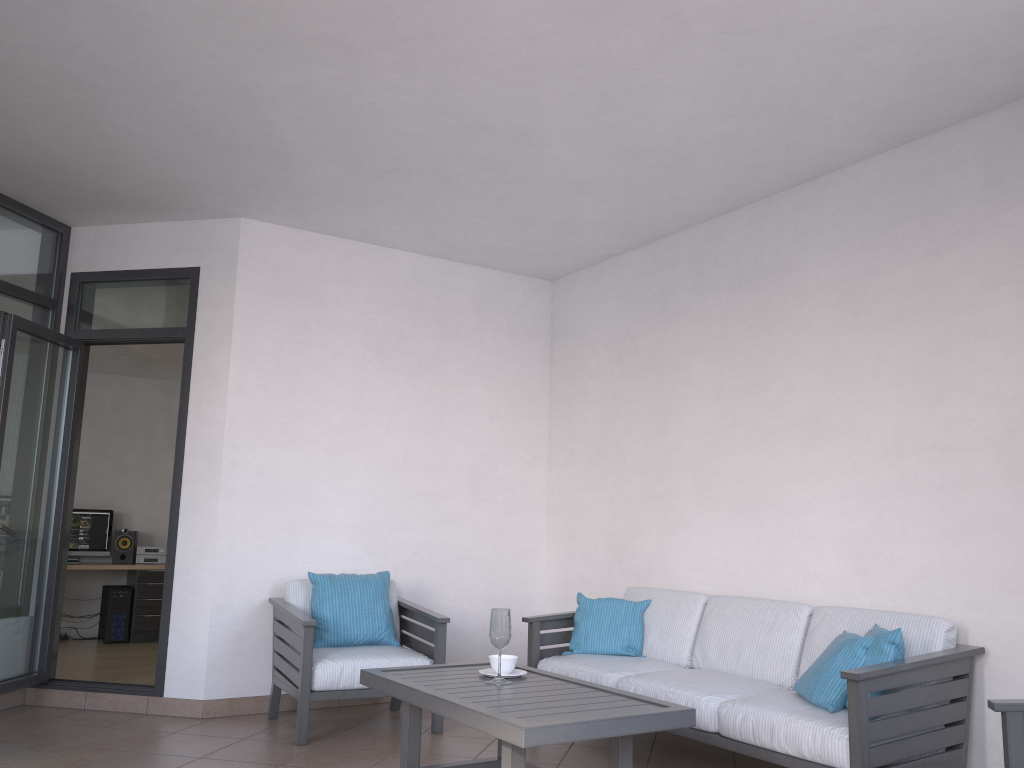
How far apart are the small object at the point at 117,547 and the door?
3.8 meters

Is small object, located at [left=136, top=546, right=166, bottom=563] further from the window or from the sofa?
the sofa

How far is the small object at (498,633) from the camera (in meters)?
3.51

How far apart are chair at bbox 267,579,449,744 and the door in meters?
0.6 m

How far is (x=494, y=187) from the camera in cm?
481

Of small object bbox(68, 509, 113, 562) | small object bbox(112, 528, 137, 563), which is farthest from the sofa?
small object bbox(68, 509, 113, 562)

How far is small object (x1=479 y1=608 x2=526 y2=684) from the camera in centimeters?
351cm

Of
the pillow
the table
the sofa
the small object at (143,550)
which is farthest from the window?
the pillow

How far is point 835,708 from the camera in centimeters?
338cm

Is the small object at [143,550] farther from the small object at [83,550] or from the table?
the table
